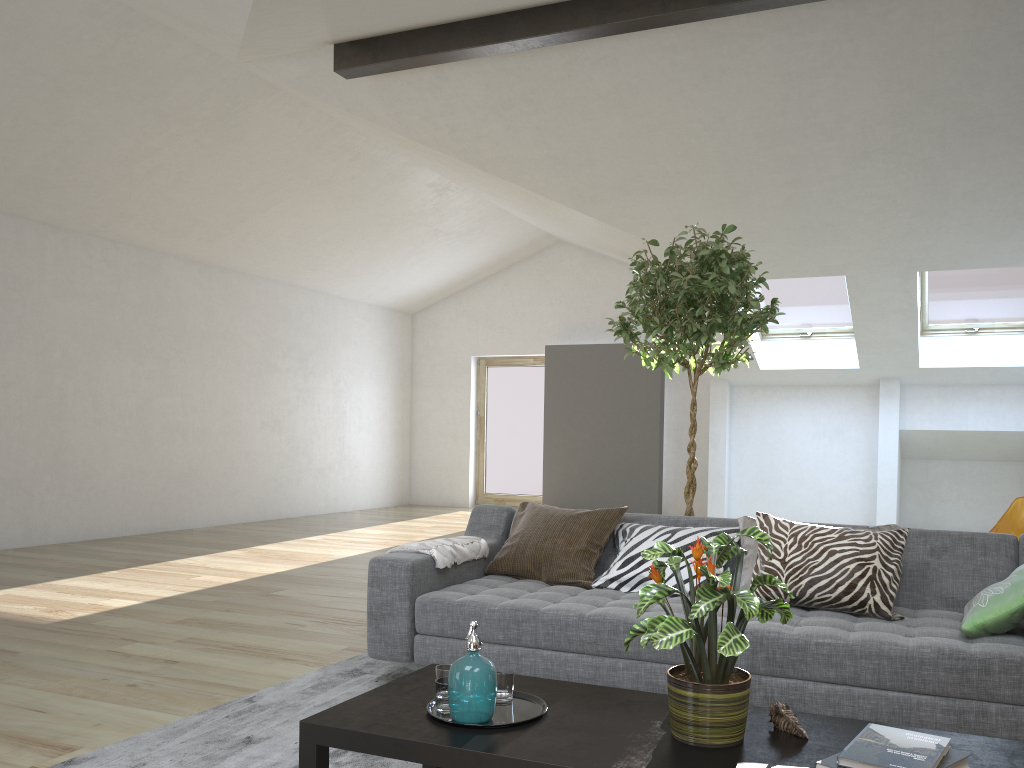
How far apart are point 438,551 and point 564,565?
0.5 meters

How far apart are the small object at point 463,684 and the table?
0.02m

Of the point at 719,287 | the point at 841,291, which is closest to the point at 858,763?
the point at 719,287

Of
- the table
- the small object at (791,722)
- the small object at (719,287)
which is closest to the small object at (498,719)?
the table

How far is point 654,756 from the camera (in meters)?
1.92

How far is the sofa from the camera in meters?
2.6

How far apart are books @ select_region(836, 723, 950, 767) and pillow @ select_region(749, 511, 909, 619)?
1.2 meters

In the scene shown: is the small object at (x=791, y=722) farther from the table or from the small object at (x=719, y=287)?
the small object at (x=719, y=287)

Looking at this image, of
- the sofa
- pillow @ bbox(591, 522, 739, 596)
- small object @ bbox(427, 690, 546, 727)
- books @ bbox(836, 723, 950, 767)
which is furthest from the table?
pillow @ bbox(591, 522, 739, 596)

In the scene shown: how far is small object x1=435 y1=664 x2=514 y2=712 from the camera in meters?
2.2 m
